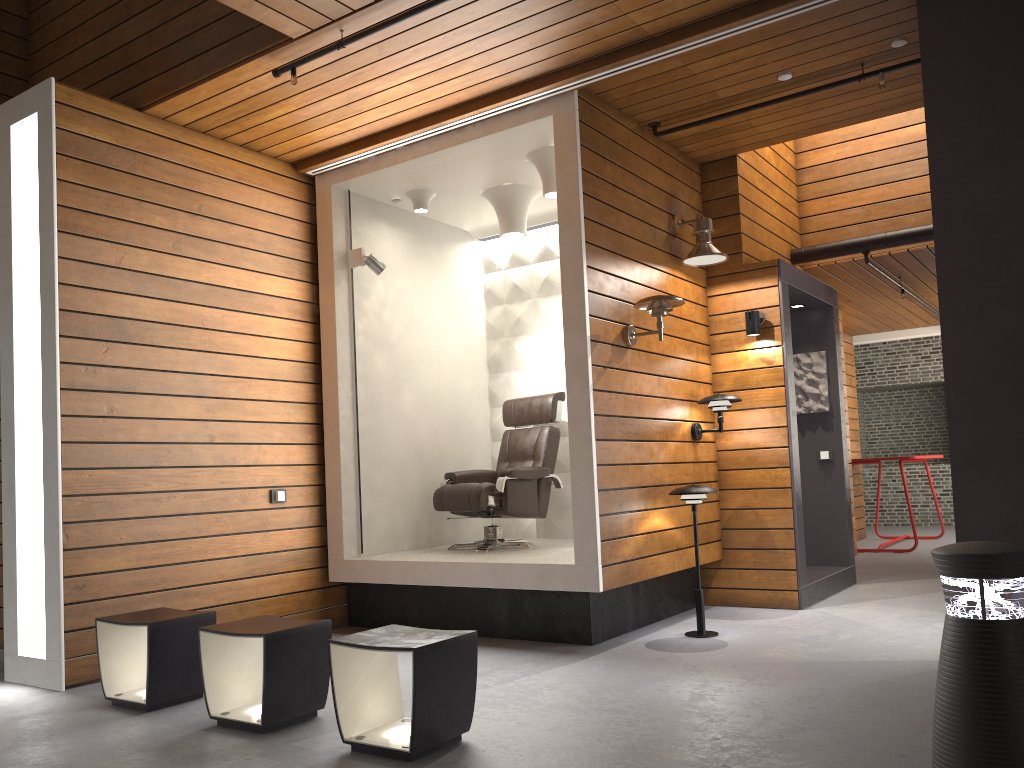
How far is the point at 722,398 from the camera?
5.6 meters

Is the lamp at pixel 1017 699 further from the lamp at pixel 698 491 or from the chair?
the chair

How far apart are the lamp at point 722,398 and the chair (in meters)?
0.99

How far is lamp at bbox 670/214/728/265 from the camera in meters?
5.6

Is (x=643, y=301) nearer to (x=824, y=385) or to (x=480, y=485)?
(x=480, y=485)

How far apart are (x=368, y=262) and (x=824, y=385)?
3.7m

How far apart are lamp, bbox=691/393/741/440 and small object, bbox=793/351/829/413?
1.5 meters

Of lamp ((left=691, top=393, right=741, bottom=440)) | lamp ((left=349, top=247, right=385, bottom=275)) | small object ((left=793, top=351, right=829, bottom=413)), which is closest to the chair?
lamp ((left=691, top=393, right=741, bottom=440))

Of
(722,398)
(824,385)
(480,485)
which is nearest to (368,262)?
(480,485)

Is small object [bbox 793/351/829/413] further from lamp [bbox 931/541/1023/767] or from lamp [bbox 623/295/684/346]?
lamp [bbox 931/541/1023/767]
